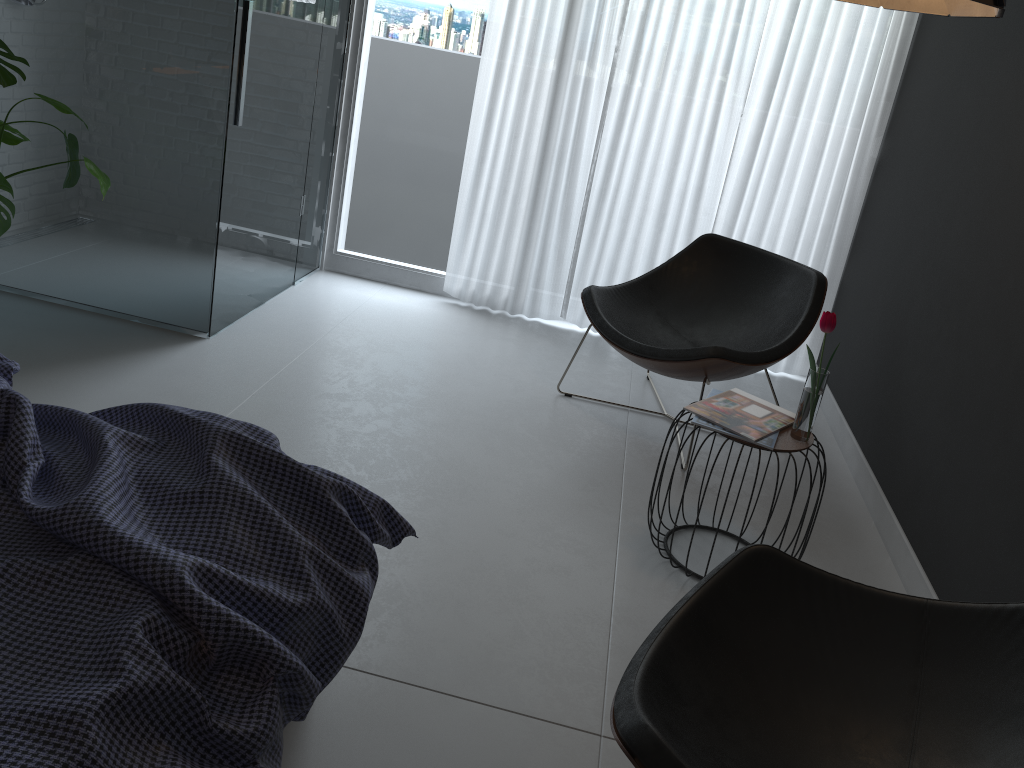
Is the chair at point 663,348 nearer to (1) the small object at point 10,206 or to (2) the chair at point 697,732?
(2) the chair at point 697,732

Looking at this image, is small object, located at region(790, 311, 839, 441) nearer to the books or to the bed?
the books

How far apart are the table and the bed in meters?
1.0 m

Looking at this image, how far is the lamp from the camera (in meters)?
2.03

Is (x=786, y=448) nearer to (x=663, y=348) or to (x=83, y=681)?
(x=663, y=348)

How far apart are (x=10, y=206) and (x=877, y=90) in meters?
3.4 m

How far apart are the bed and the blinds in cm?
272

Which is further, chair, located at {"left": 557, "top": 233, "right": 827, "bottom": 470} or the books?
chair, located at {"left": 557, "top": 233, "right": 827, "bottom": 470}

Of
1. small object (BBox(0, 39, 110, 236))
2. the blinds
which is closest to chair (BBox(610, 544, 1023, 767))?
small object (BBox(0, 39, 110, 236))

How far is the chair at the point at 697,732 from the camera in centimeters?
147cm
